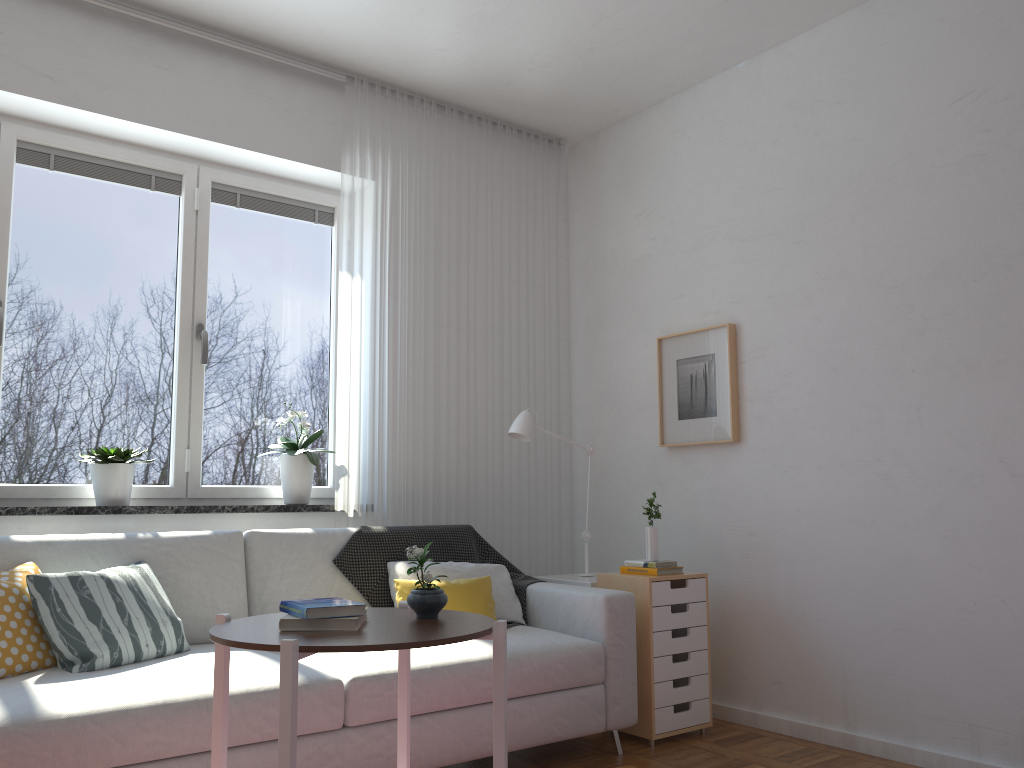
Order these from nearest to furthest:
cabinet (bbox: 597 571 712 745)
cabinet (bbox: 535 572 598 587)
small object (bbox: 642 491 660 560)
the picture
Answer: cabinet (bbox: 597 571 712 745)
small object (bbox: 642 491 660 560)
cabinet (bbox: 535 572 598 587)
the picture

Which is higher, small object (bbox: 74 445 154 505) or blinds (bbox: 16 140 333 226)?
blinds (bbox: 16 140 333 226)

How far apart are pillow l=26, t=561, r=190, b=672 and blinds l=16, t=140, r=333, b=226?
1.7 meters

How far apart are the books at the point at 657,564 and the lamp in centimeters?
43cm

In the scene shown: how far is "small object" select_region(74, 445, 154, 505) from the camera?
3.4m

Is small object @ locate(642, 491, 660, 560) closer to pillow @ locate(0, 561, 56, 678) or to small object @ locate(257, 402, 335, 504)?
small object @ locate(257, 402, 335, 504)

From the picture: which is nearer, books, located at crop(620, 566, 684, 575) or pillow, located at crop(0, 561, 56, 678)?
pillow, located at crop(0, 561, 56, 678)

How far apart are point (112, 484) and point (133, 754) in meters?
1.4 m

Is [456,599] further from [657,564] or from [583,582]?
[657,564]

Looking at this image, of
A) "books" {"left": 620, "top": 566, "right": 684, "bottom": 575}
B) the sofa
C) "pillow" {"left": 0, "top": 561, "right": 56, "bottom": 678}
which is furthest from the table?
"books" {"left": 620, "top": 566, "right": 684, "bottom": 575}
